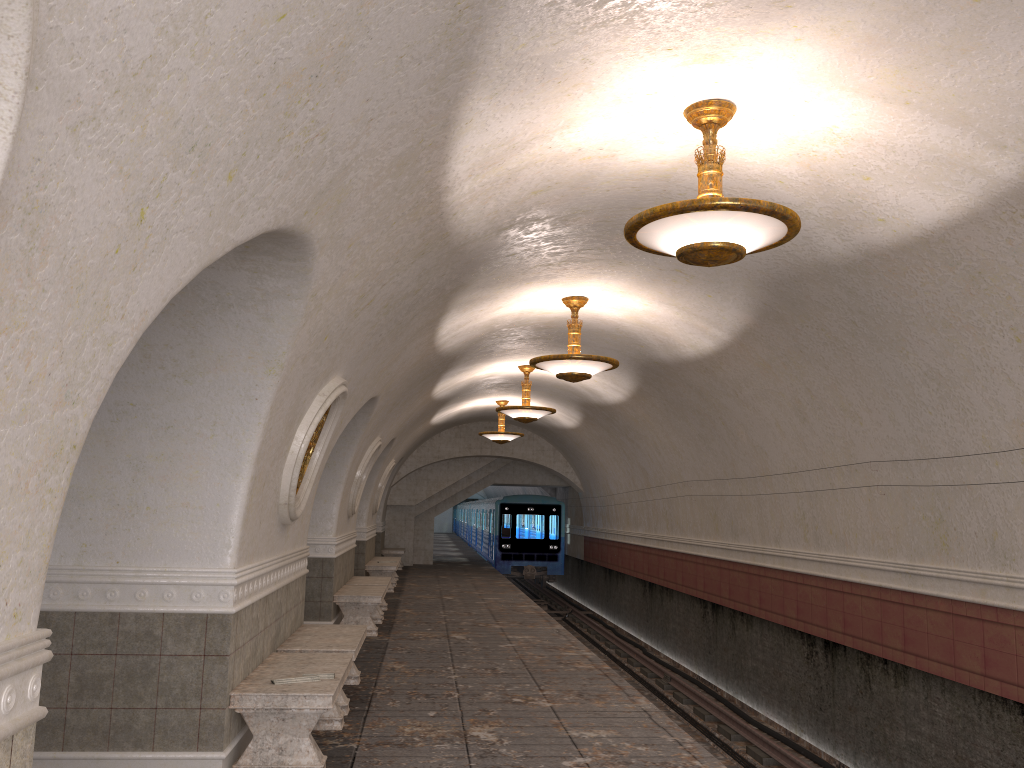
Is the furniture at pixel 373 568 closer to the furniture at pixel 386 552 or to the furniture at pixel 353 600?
the furniture at pixel 353 600

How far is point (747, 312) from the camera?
8.8m

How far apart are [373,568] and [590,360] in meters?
9.2

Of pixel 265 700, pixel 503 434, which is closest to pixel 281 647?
pixel 265 700

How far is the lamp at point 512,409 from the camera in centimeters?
1431cm

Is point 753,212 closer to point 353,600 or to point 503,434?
point 353,600

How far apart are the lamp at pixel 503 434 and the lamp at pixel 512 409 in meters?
4.4 m

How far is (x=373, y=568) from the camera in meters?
17.1 m

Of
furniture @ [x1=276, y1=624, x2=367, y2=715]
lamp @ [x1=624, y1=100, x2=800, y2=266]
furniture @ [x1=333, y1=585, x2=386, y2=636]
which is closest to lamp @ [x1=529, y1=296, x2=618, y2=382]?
furniture @ [x1=276, y1=624, x2=367, y2=715]

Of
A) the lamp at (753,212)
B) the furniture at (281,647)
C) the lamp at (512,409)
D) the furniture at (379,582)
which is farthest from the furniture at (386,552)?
the lamp at (753,212)
